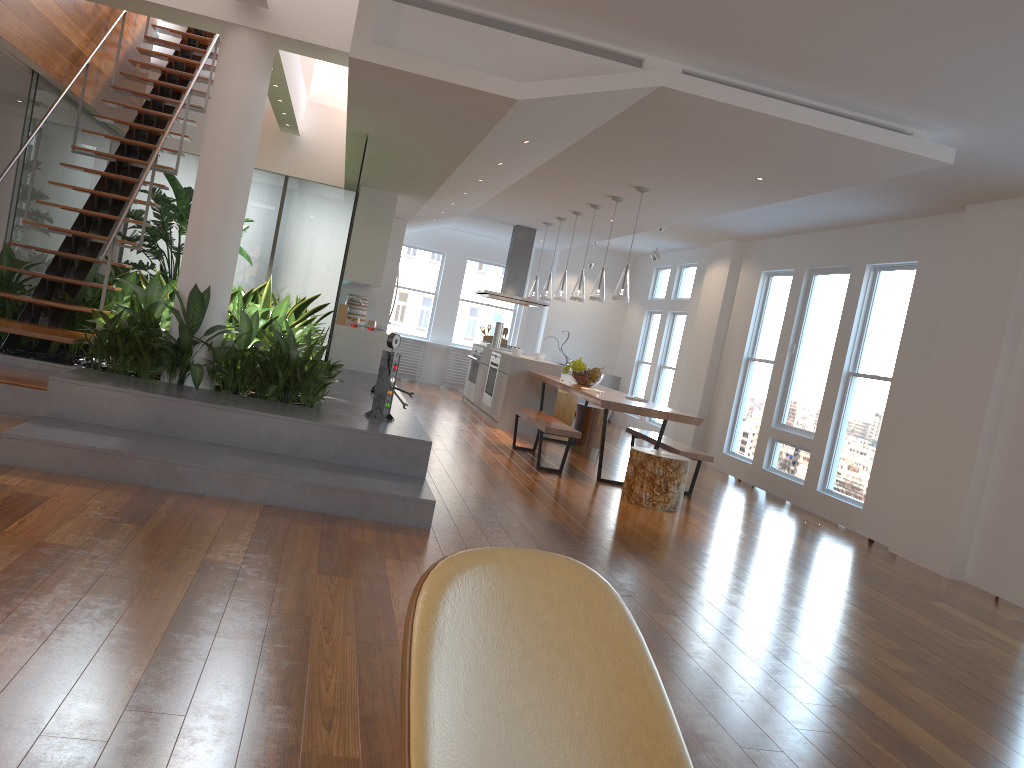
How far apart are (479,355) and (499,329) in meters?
0.5

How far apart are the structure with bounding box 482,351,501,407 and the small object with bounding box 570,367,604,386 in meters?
1.8 m

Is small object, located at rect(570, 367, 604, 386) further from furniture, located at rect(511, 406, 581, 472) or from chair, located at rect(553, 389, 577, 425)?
chair, located at rect(553, 389, 577, 425)

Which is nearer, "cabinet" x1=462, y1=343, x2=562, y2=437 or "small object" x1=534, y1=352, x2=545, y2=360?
"cabinet" x1=462, y1=343, x2=562, y2=437

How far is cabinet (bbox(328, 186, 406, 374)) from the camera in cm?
920

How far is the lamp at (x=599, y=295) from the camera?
8.4m

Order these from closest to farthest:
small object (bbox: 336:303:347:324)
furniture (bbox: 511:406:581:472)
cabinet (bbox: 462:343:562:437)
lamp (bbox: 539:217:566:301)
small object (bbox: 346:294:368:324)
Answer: furniture (bbox: 511:406:581:472), small object (bbox: 336:303:347:324), cabinet (bbox: 462:343:562:437), lamp (bbox: 539:217:566:301), small object (bbox: 346:294:368:324)

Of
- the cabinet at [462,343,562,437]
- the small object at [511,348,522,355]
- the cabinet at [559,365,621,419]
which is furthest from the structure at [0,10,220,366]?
the cabinet at [559,365,621,419]

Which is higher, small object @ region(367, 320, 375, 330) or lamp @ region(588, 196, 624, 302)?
lamp @ region(588, 196, 624, 302)

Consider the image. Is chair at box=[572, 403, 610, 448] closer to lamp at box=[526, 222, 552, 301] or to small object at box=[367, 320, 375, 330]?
lamp at box=[526, 222, 552, 301]
